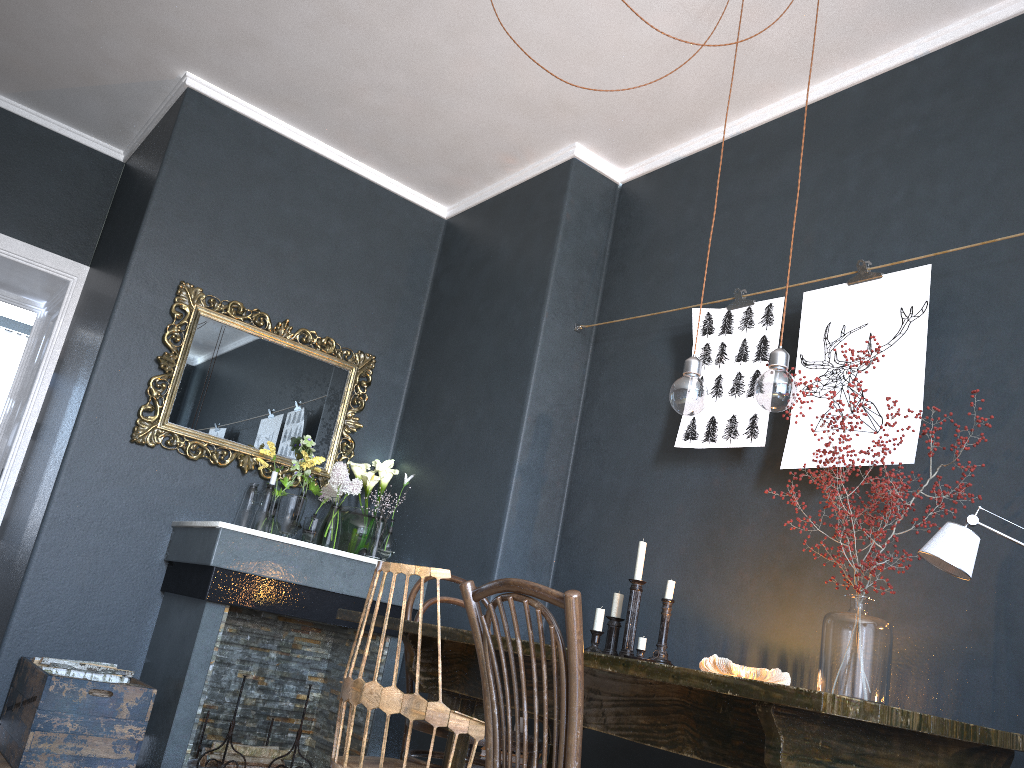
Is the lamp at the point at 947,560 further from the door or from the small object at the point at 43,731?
the door

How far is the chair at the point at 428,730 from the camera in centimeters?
262cm

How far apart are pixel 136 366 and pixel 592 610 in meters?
2.2

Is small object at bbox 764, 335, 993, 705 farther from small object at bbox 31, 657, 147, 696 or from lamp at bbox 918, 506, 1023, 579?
small object at bbox 31, 657, 147, 696

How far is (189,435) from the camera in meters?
4.0 m

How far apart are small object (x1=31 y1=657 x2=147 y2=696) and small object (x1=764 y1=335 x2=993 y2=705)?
2.46m

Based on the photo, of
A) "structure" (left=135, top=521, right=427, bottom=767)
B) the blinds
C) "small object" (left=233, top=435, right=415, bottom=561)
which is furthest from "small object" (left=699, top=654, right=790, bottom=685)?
the blinds

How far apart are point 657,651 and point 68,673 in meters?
2.1

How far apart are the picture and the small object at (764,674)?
0.68m

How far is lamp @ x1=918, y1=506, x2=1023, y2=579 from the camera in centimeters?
190cm
